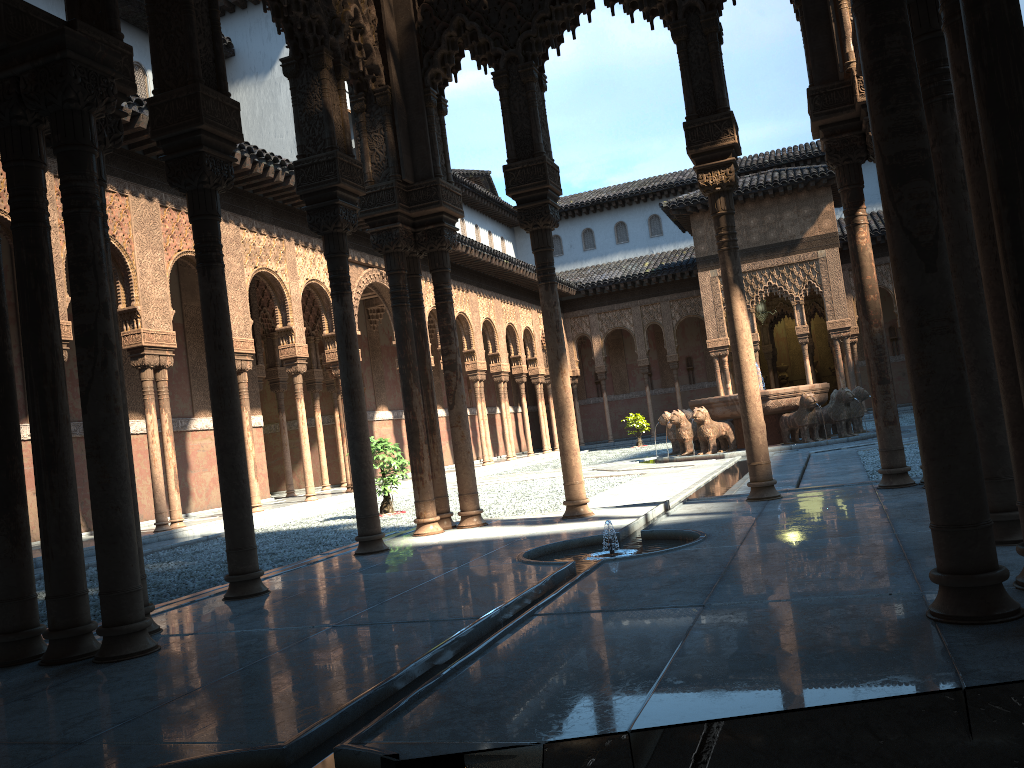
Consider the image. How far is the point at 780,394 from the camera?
17.6m

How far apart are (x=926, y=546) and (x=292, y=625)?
3.13m

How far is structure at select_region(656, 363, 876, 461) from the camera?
17.6m

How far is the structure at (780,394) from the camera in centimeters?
1763cm
